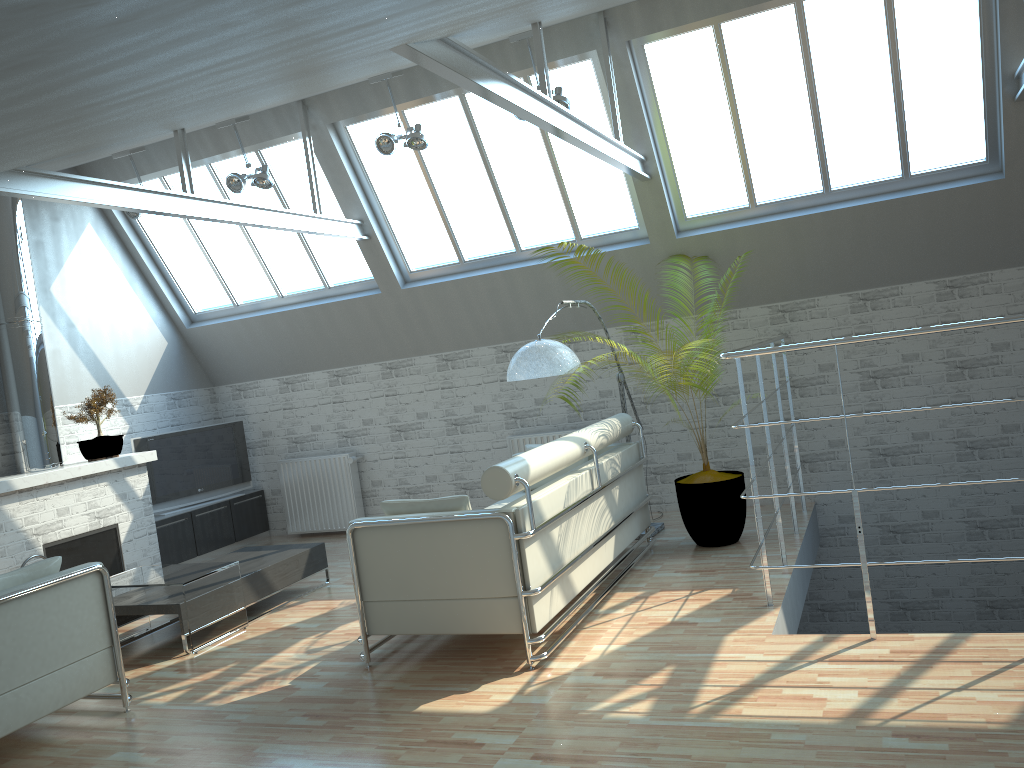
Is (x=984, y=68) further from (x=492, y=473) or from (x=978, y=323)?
(x=492, y=473)

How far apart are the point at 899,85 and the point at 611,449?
6.4m

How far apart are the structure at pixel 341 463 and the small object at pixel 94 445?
3.56m

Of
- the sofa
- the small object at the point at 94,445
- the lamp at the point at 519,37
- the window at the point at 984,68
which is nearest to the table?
the sofa

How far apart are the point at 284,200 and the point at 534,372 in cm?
713

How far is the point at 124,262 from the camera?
17.1 meters

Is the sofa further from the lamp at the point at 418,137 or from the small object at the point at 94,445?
the small object at the point at 94,445

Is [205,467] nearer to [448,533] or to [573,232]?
[573,232]

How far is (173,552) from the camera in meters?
16.2 m

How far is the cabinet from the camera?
16.20m
